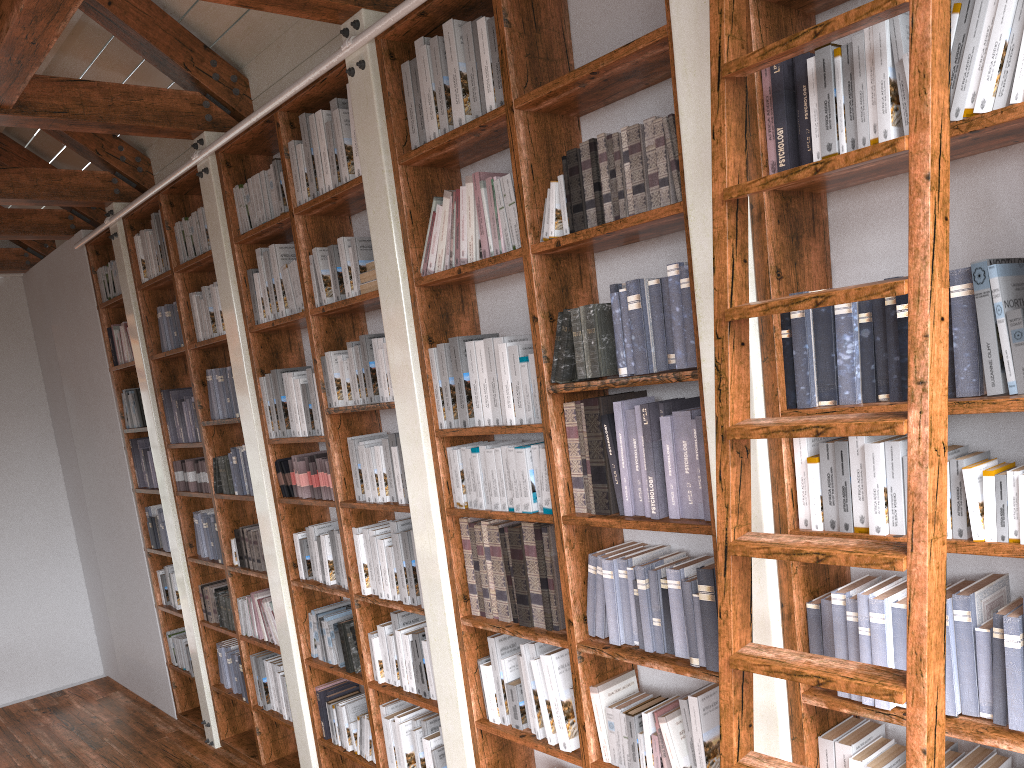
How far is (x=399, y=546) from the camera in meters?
3.7

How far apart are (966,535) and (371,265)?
2.47m

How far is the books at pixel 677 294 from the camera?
2.43m

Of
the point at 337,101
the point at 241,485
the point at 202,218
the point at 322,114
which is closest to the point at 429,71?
the point at 337,101

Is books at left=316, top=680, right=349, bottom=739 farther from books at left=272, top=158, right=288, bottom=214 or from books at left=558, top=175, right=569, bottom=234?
books at left=558, top=175, right=569, bottom=234

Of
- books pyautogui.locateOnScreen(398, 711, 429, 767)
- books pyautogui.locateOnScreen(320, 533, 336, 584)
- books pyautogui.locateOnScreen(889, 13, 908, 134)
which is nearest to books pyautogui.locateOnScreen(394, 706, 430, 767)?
books pyautogui.locateOnScreen(398, 711, 429, 767)

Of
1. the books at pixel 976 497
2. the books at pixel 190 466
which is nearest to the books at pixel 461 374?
the books at pixel 976 497

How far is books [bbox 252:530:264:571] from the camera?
4.83m

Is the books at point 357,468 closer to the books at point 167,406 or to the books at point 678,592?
the books at point 678,592

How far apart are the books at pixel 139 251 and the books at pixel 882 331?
4.7m
